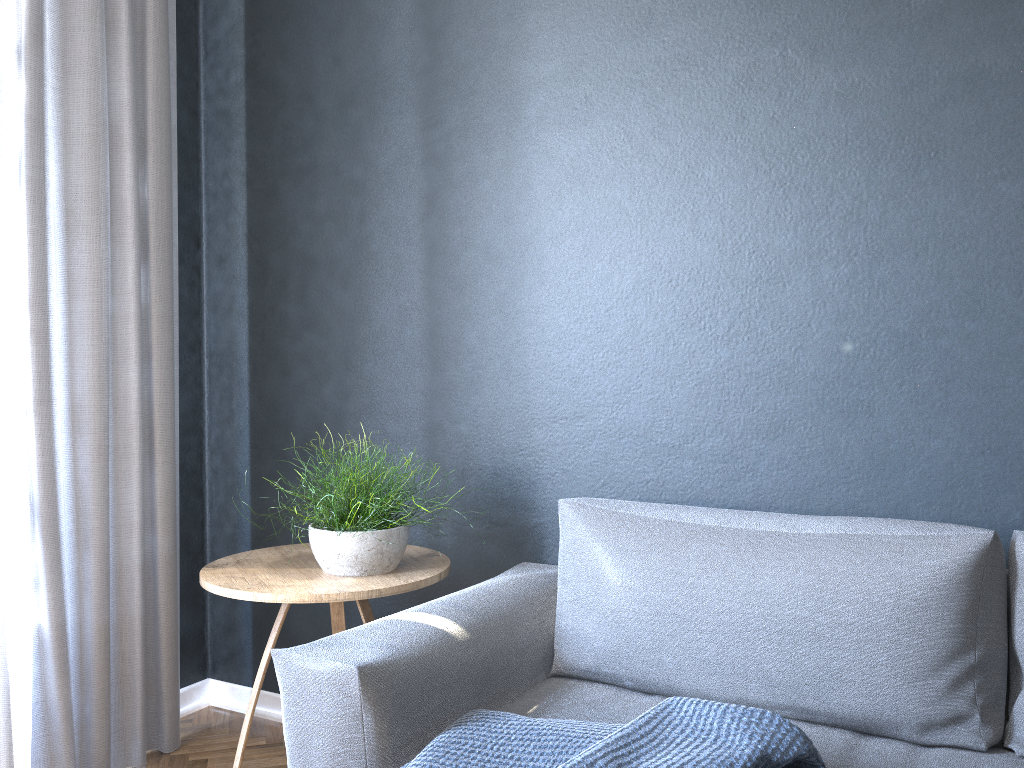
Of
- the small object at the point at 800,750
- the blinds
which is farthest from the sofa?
the blinds

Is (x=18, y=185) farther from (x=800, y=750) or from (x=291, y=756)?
(x=800, y=750)

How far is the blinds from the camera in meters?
2.1 m

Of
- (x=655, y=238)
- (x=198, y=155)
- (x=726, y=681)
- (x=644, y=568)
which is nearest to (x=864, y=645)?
(x=726, y=681)

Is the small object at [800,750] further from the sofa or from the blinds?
the blinds

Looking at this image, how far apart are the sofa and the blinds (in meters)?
0.94

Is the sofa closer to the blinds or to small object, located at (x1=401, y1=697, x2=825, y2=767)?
small object, located at (x1=401, y1=697, x2=825, y2=767)

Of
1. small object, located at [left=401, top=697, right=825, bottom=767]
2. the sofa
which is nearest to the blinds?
the sofa

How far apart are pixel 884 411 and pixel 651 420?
0.53m

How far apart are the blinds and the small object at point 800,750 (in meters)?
1.20
